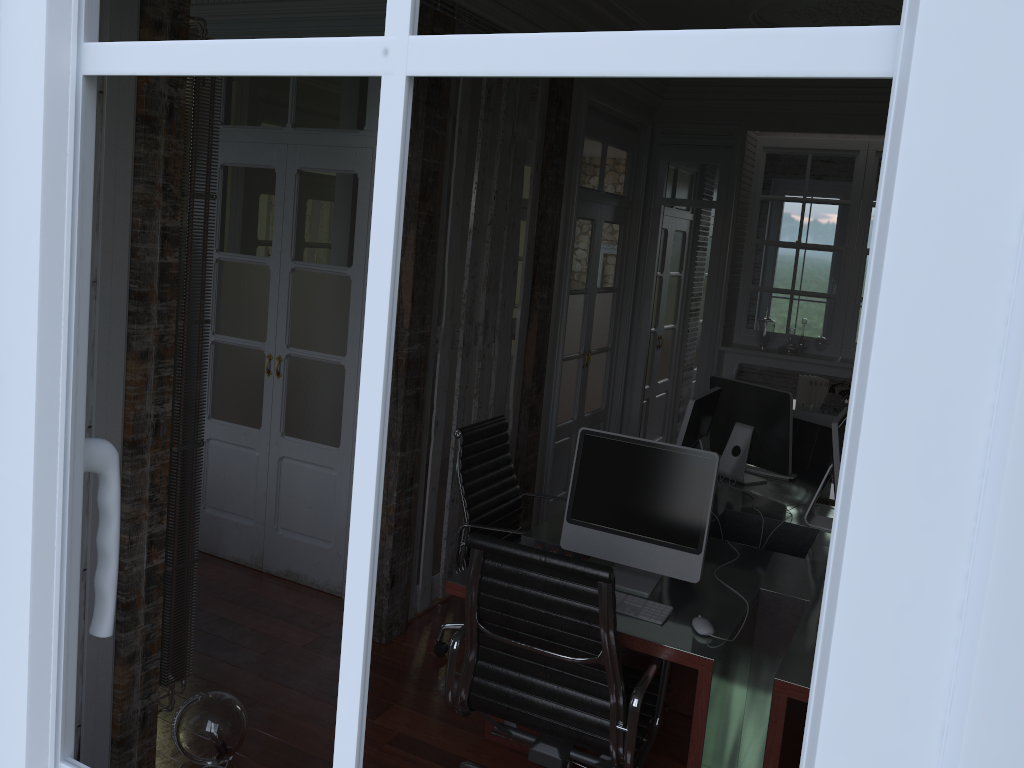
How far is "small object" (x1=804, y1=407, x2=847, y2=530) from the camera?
3.55m

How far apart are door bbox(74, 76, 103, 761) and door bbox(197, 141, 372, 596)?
1.7 meters

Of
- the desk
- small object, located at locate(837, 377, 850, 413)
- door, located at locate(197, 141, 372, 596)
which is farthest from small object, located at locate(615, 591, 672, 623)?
small object, located at locate(837, 377, 850, 413)

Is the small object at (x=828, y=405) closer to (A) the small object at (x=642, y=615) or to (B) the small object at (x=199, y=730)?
(A) the small object at (x=642, y=615)

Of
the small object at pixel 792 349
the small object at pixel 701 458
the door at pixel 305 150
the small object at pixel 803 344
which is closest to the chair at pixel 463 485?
the small object at pixel 701 458

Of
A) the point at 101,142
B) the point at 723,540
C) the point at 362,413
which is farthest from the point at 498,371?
the point at 362,413

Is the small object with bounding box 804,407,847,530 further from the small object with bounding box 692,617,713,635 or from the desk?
the small object with bounding box 692,617,713,635

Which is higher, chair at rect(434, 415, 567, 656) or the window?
the window

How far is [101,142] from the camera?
2.4 meters

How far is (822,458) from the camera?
5.0m
